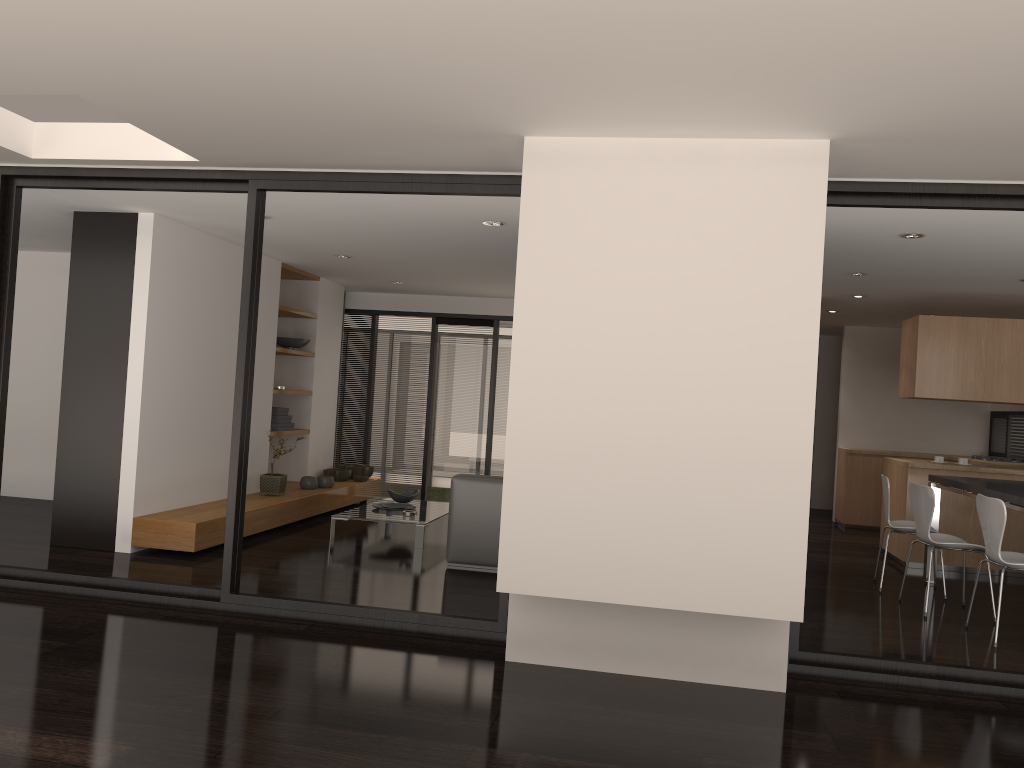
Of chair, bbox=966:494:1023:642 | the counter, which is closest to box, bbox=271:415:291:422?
the counter

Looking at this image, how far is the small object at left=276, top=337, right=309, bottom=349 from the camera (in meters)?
8.86

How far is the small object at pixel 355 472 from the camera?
9.8m

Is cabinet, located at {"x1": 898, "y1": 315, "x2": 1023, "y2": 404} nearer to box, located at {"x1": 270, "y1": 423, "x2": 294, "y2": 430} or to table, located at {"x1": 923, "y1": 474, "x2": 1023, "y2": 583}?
table, located at {"x1": 923, "y1": 474, "x2": 1023, "y2": 583}

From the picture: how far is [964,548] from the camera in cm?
582

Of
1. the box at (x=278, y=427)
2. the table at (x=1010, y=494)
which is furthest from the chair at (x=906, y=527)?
the box at (x=278, y=427)

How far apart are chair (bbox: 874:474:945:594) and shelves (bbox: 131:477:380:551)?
4.8 meters

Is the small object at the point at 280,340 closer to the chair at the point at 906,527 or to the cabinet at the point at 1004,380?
the chair at the point at 906,527

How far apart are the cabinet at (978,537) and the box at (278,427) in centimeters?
576cm

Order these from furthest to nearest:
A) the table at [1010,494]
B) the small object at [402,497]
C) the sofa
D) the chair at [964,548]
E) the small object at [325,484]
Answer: the small object at [325,484] < the small object at [402,497] < the sofa < the chair at [964,548] < the table at [1010,494]
